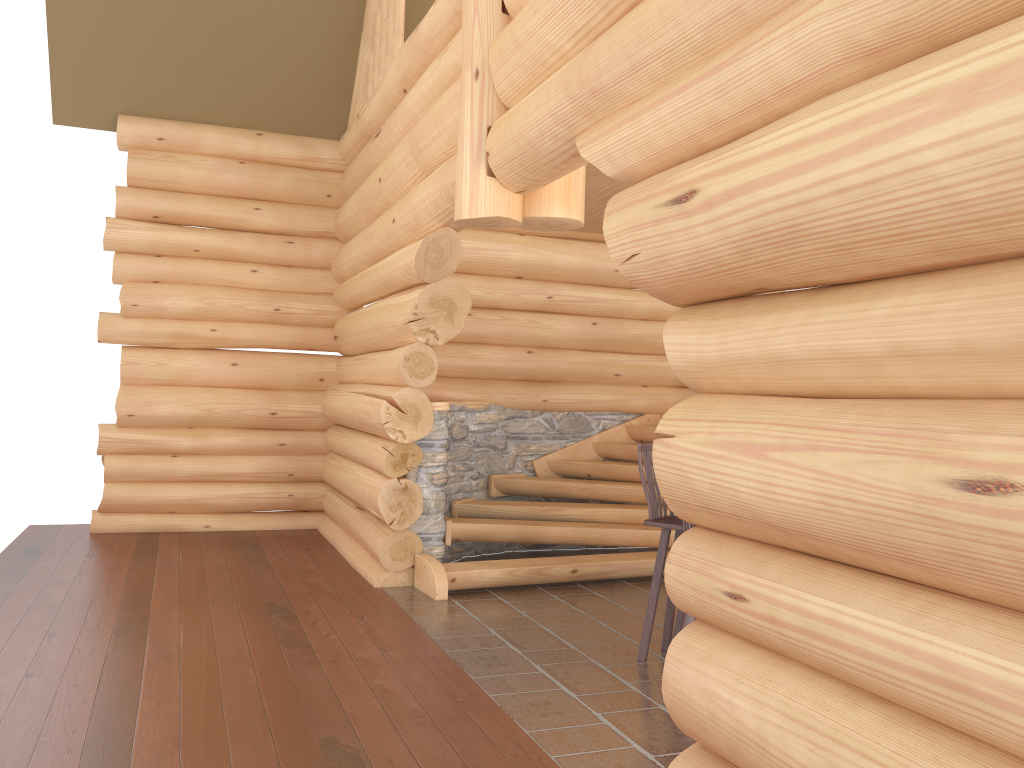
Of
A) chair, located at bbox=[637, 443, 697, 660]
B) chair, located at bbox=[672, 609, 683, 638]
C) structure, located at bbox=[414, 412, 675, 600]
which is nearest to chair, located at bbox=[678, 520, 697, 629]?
chair, located at bbox=[637, 443, 697, 660]

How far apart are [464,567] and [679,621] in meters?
1.9 m

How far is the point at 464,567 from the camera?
7.09m

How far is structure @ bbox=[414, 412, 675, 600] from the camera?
7.1 meters

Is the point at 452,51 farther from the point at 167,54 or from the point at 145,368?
the point at 145,368

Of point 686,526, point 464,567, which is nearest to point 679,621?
point 686,526

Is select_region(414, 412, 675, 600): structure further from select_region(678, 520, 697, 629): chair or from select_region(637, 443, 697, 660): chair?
select_region(678, 520, 697, 629): chair

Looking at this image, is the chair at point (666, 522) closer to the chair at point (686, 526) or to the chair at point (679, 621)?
the chair at point (679, 621)

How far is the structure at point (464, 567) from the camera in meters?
7.1

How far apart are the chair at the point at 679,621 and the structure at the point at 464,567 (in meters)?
1.59
